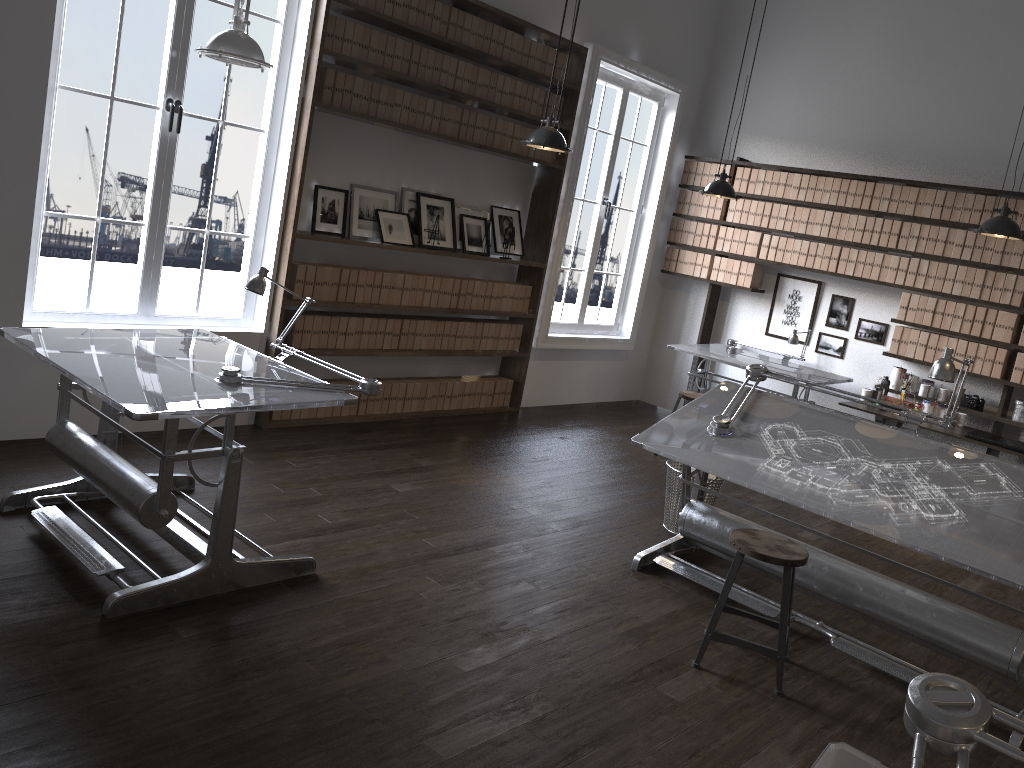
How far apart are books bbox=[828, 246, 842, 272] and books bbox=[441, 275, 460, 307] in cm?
318

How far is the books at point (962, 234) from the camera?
6.71m

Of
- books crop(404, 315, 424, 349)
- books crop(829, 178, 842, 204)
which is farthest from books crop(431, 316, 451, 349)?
books crop(829, 178, 842, 204)

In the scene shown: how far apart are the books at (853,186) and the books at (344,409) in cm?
439

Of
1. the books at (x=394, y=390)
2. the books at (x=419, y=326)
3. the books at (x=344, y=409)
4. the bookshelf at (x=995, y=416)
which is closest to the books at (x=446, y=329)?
the books at (x=419, y=326)

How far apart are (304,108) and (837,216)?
4.44m

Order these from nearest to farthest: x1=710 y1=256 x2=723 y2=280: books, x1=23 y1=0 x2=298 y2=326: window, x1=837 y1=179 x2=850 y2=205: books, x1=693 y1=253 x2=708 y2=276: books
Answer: x1=23 y1=0 x2=298 y2=326: window < x1=837 y1=179 x2=850 y2=205: books < x1=710 y1=256 x2=723 y2=280: books < x1=693 y1=253 x2=708 y2=276: books

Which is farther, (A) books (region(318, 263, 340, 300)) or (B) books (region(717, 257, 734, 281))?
(B) books (region(717, 257, 734, 281))

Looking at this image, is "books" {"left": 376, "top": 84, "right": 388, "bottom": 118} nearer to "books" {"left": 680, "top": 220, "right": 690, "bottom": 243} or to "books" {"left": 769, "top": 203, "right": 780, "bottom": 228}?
"books" {"left": 680, "top": 220, "right": 690, "bottom": 243}

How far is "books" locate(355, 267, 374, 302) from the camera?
6.0m
